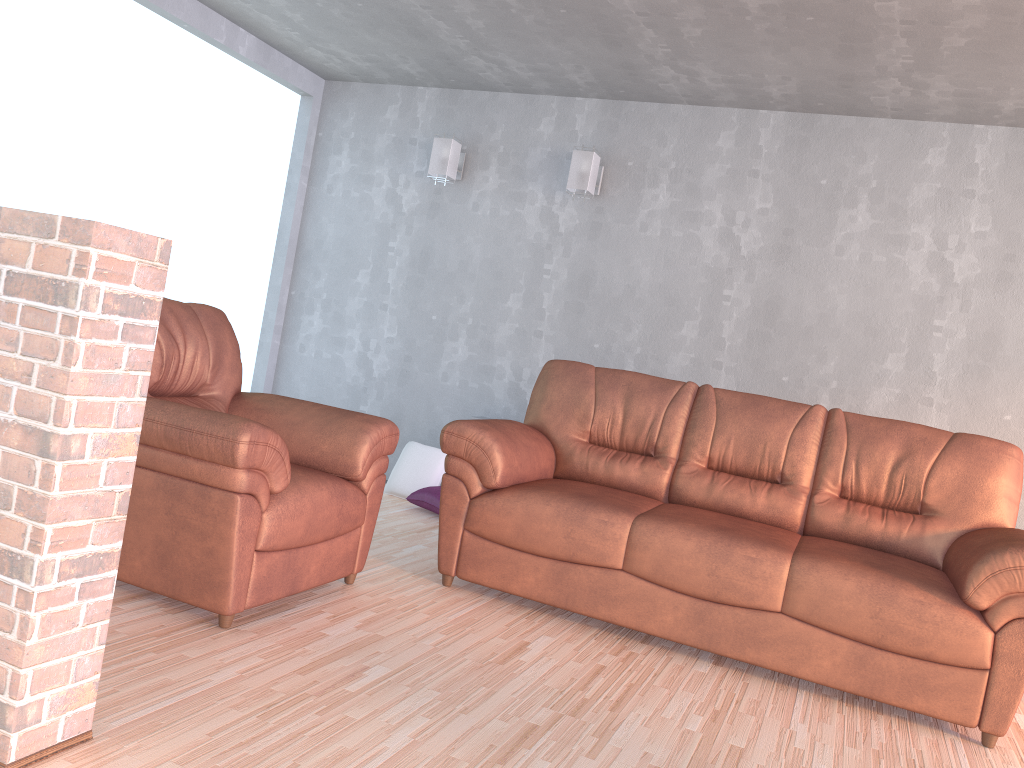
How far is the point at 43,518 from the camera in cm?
166

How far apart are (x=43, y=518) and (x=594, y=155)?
3.85m

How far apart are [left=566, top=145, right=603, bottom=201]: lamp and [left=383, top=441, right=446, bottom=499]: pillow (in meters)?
1.69

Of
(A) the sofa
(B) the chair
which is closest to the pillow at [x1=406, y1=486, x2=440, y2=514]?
(A) the sofa

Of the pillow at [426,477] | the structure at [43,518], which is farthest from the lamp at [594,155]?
the structure at [43,518]

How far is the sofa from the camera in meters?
2.8

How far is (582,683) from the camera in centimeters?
270cm

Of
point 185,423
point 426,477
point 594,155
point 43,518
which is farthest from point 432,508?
point 43,518

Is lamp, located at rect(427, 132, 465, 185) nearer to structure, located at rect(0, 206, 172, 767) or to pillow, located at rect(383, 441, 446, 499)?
pillow, located at rect(383, 441, 446, 499)

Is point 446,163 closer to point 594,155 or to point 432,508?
point 594,155
